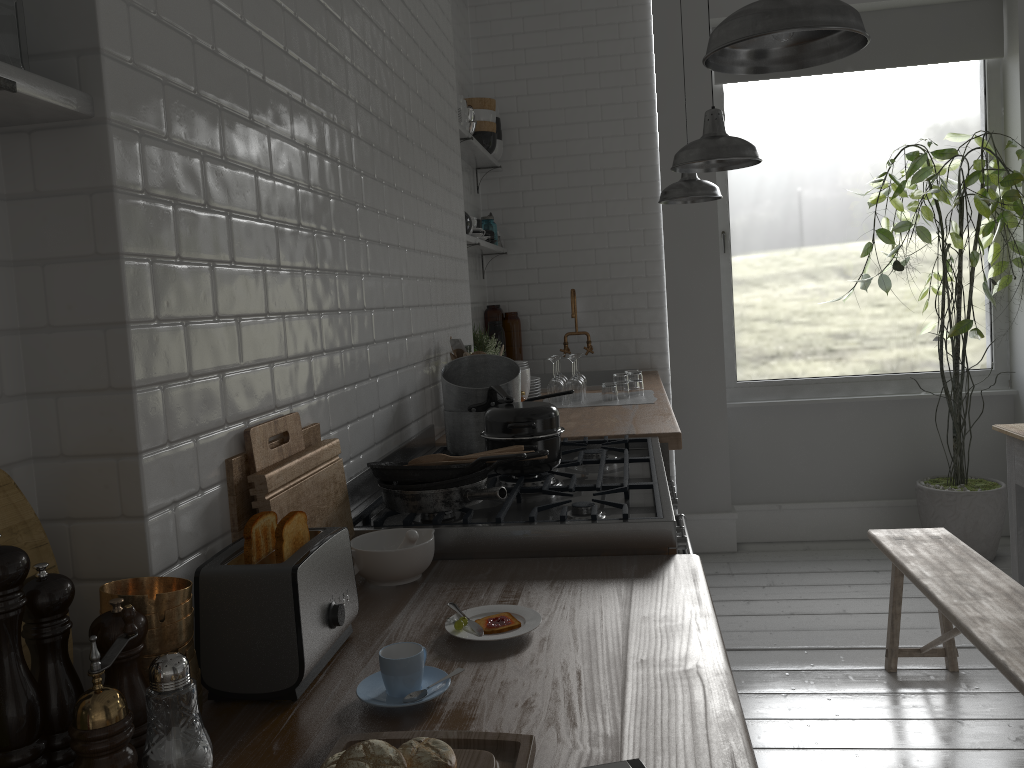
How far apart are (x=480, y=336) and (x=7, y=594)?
4.0m

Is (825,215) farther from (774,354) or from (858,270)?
(774,354)

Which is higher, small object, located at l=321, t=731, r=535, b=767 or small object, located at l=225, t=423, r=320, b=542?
small object, located at l=225, t=423, r=320, b=542

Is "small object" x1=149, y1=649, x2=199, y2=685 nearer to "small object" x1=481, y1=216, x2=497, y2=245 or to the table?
the table

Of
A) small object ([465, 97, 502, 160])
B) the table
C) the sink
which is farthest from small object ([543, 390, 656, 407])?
small object ([465, 97, 502, 160])

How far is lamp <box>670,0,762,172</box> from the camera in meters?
3.5

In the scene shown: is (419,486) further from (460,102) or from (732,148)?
(460,102)

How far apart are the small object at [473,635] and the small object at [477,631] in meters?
0.0 m

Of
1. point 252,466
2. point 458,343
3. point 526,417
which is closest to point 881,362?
point 458,343

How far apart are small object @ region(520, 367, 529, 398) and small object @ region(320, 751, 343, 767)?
3.13m
